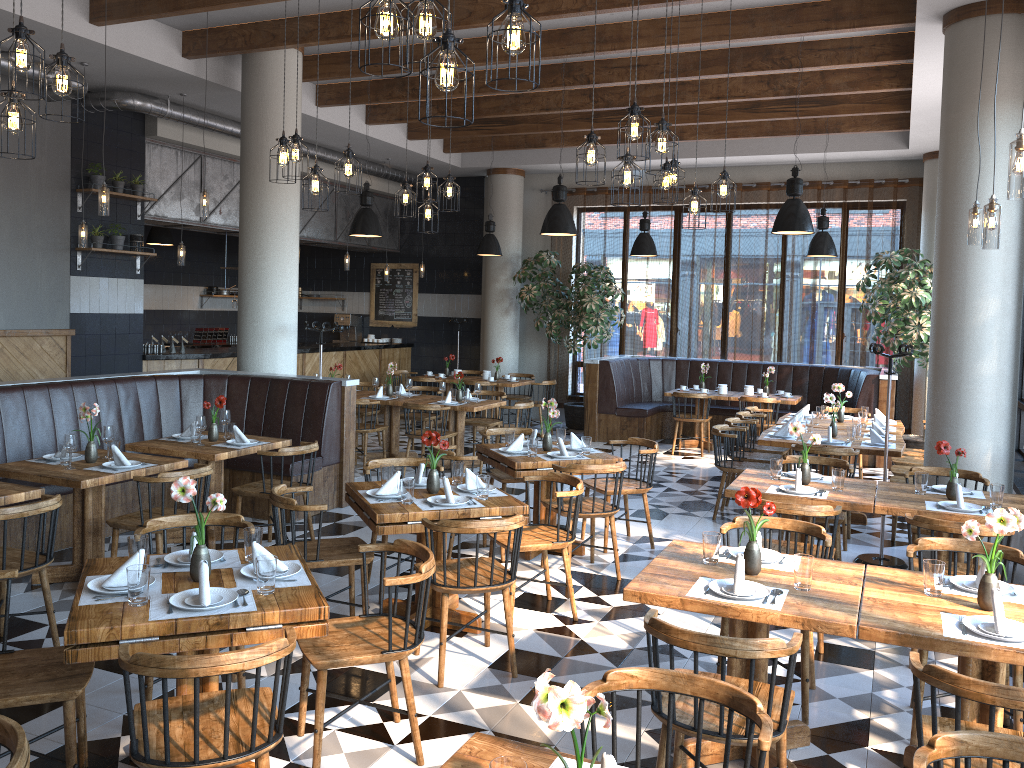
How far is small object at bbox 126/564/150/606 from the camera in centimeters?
310cm

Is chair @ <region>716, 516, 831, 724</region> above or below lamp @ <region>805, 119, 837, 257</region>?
below

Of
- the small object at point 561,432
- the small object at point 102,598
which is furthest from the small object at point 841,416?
the small object at point 102,598

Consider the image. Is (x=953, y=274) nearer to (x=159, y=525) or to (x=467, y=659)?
(x=467, y=659)

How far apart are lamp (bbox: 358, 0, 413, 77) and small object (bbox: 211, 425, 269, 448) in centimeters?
424cm

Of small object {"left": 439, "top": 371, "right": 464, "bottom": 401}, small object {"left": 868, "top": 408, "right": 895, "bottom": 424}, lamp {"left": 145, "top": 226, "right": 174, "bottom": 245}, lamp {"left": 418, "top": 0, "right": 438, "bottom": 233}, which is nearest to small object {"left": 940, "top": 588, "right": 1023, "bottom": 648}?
lamp {"left": 418, "top": 0, "right": 438, "bottom": 233}

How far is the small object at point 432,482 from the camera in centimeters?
509cm

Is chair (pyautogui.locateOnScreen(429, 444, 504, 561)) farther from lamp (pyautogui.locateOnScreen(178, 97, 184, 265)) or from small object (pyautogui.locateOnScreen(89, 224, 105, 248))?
small object (pyautogui.locateOnScreen(89, 224, 105, 248))

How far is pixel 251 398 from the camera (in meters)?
8.07

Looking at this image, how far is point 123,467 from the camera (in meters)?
5.55
